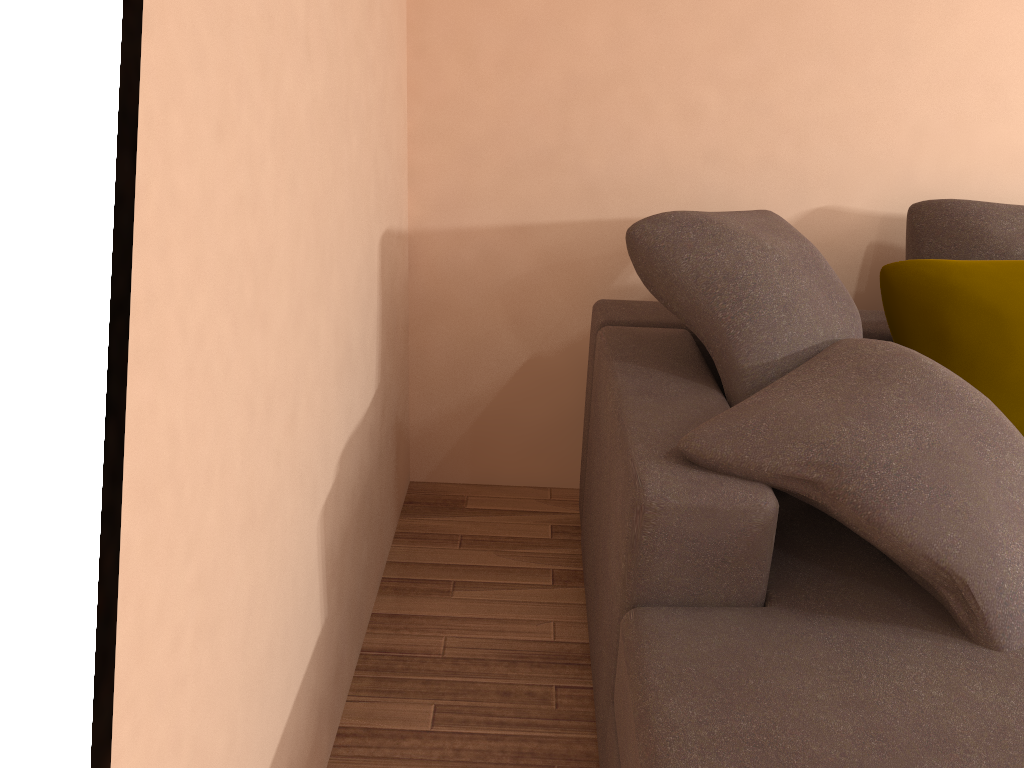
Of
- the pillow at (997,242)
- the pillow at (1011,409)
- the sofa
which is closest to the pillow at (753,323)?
Result: the sofa

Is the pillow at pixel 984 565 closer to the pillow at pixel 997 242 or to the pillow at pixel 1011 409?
the pillow at pixel 1011 409

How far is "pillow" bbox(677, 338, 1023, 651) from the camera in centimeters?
144cm

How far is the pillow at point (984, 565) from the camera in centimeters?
144cm

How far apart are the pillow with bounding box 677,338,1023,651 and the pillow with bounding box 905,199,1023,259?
0.72m

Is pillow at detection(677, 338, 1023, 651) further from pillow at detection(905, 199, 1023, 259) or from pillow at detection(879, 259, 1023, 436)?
pillow at detection(905, 199, 1023, 259)

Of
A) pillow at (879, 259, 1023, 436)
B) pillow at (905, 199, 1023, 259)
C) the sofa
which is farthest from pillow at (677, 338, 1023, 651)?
pillow at (905, 199, 1023, 259)

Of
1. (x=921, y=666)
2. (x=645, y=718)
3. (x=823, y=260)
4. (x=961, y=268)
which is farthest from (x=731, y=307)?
(x=645, y=718)

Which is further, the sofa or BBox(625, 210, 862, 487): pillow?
BBox(625, 210, 862, 487): pillow

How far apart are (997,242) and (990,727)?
1.57m
